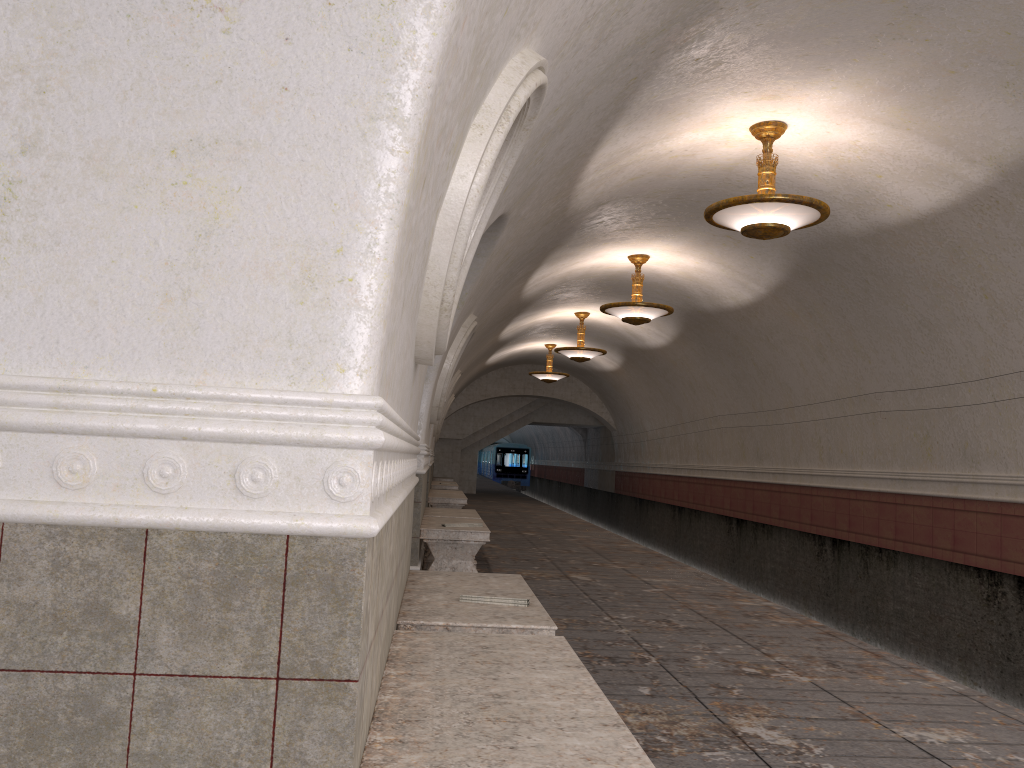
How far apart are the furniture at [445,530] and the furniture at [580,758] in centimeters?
456cm

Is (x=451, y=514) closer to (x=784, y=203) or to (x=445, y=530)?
(x=445, y=530)

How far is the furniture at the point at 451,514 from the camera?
9.7 meters

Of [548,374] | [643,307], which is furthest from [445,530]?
[548,374]

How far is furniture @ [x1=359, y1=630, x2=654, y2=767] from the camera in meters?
1.9

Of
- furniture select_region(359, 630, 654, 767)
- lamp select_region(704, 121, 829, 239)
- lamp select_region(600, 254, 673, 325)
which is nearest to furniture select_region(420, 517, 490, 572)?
lamp select_region(704, 121, 829, 239)

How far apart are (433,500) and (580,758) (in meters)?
11.86

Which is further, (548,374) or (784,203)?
(548,374)

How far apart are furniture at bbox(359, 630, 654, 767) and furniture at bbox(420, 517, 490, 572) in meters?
4.6 m

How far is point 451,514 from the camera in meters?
9.7
